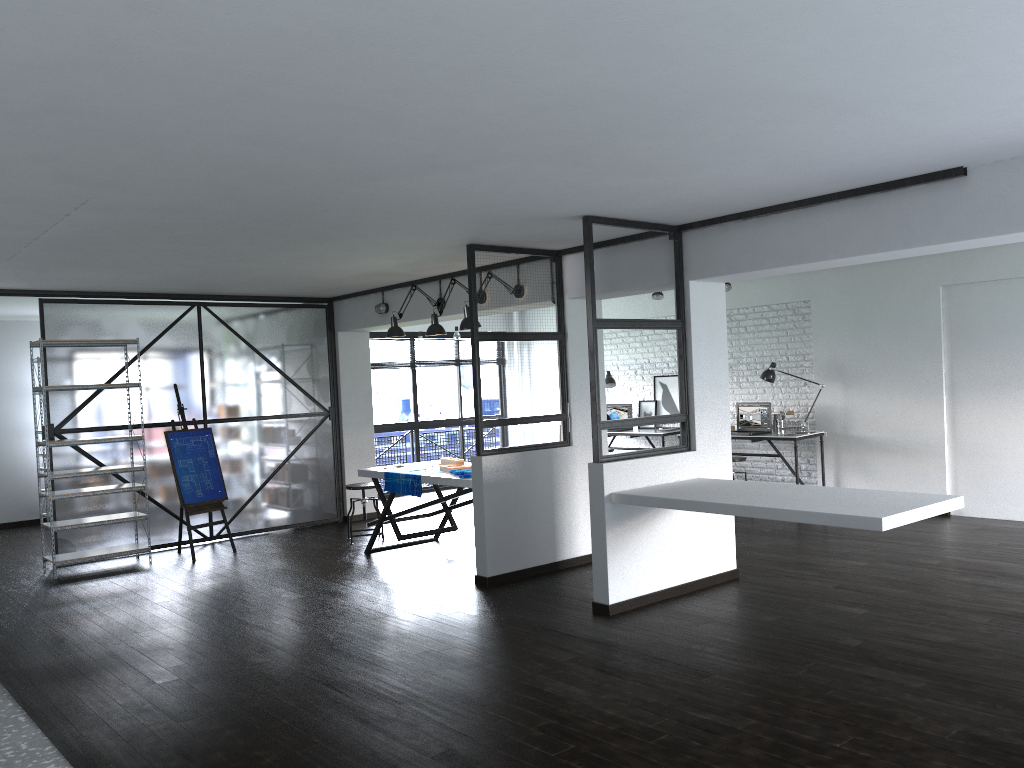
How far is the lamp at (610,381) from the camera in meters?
10.5 m

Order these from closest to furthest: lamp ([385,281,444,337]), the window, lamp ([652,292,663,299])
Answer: lamp ([385,281,444,337]) → lamp ([652,292,663,299]) → the window

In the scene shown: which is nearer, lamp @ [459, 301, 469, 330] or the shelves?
lamp @ [459, 301, 469, 330]

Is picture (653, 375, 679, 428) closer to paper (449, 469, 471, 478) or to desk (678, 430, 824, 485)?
desk (678, 430, 824, 485)

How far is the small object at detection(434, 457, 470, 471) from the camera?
6.8 meters

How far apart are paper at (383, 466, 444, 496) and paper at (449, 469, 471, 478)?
0.4 meters

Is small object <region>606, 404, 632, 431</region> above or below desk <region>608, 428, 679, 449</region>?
above

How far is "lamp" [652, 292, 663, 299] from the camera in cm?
949

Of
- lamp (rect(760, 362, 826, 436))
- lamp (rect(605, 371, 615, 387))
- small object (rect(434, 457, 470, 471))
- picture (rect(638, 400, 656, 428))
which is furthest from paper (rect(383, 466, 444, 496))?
picture (rect(638, 400, 656, 428))

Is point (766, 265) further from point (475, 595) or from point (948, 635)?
point (475, 595)
